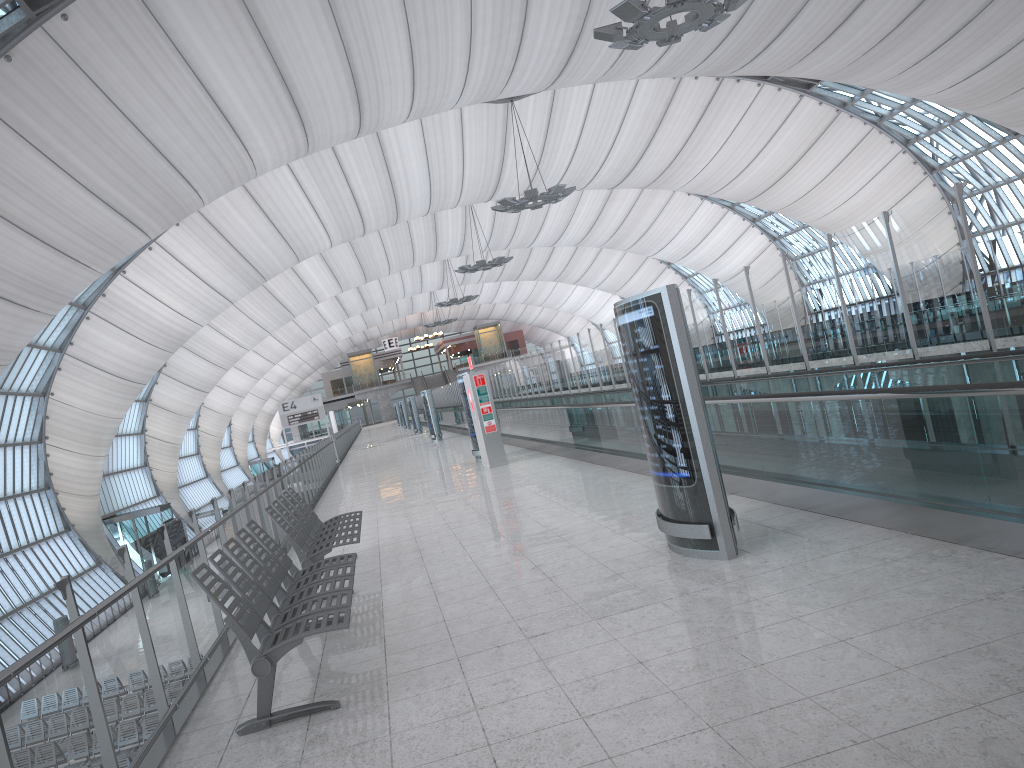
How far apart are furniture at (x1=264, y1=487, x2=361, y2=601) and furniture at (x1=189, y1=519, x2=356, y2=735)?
0.6 meters

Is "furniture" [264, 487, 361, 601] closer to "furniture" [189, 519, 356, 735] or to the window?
"furniture" [189, 519, 356, 735]

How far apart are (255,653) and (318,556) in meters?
3.0 m

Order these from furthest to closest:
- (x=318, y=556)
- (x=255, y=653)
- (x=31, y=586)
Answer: (x=31, y=586) < (x=318, y=556) < (x=255, y=653)

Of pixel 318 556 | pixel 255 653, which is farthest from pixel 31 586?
pixel 255 653

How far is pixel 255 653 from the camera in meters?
4.5 m

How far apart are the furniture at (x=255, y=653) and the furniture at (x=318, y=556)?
0.6m

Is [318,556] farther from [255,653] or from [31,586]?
[31,586]

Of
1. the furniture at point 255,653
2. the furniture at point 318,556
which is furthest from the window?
the furniture at point 255,653

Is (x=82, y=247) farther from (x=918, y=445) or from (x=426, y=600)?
(x=918, y=445)
